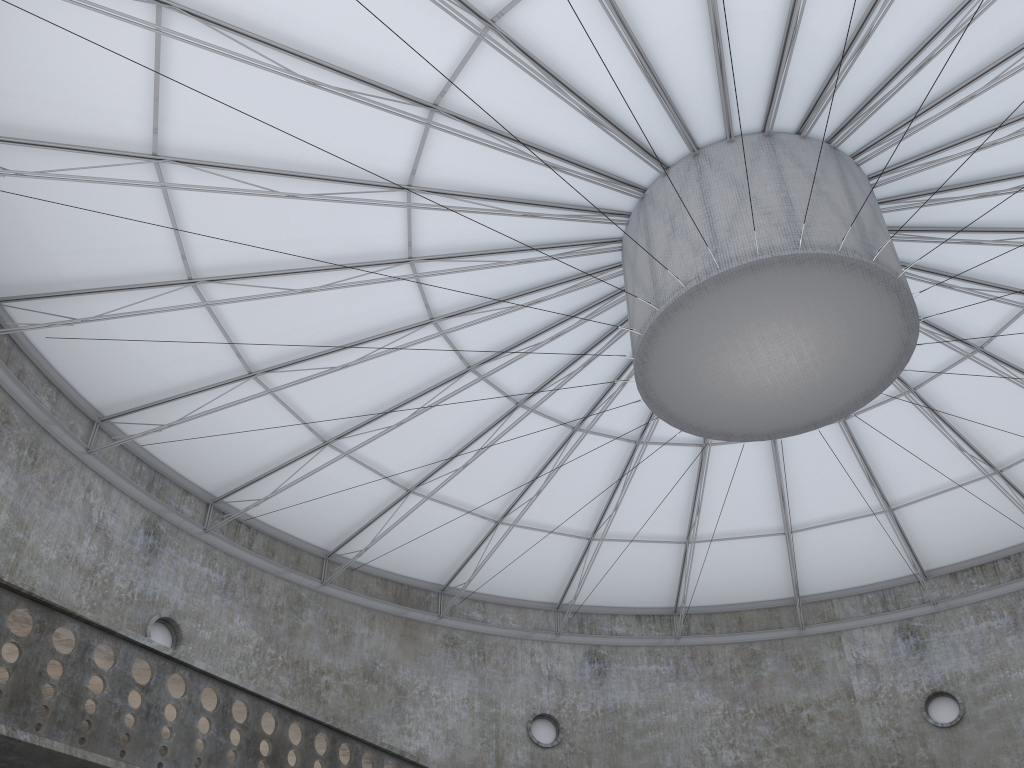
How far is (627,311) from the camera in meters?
23.5
